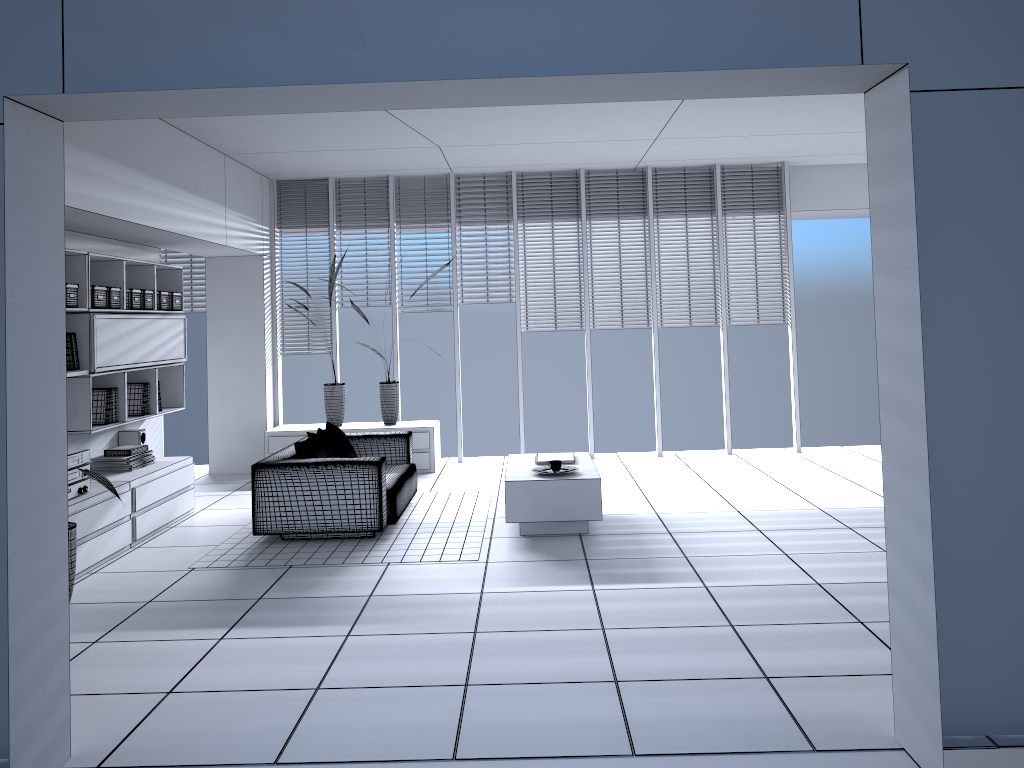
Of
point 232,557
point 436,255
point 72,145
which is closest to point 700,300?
point 436,255

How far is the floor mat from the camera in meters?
5.7

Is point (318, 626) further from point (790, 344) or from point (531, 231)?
point (790, 344)

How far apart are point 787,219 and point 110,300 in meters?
6.5

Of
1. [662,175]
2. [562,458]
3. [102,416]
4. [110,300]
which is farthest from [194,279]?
[662,175]

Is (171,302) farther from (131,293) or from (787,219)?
(787,219)

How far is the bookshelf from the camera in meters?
6.1 m

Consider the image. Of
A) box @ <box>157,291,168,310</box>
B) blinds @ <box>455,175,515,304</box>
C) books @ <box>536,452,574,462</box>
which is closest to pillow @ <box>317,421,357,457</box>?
books @ <box>536,452,574,462</box>

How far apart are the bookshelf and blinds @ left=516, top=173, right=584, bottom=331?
3.4 meters

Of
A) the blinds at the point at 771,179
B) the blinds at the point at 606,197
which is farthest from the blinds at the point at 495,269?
the blinds at the point at 771,179
